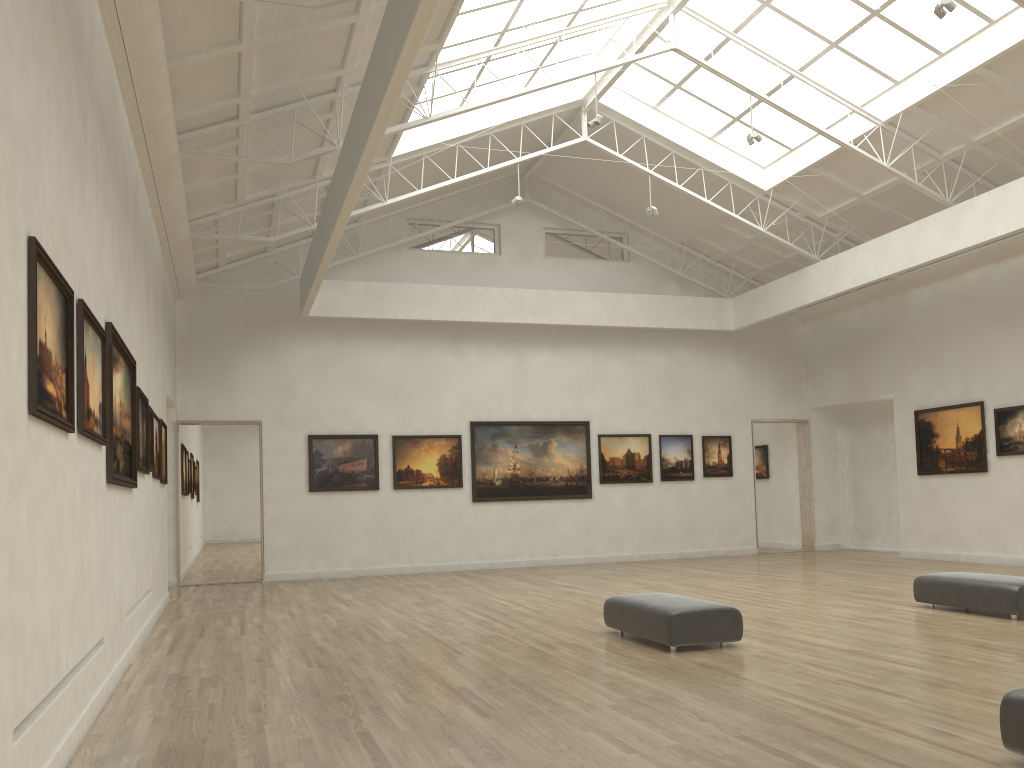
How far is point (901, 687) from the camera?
11.19m

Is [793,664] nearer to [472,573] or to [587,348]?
[472,573]

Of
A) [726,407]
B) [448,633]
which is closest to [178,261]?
[448,633]

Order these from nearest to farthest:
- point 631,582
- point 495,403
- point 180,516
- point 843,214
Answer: point 631,582
point 843,214
point 180,516
point 495,403

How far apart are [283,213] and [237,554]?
26.8 meters
